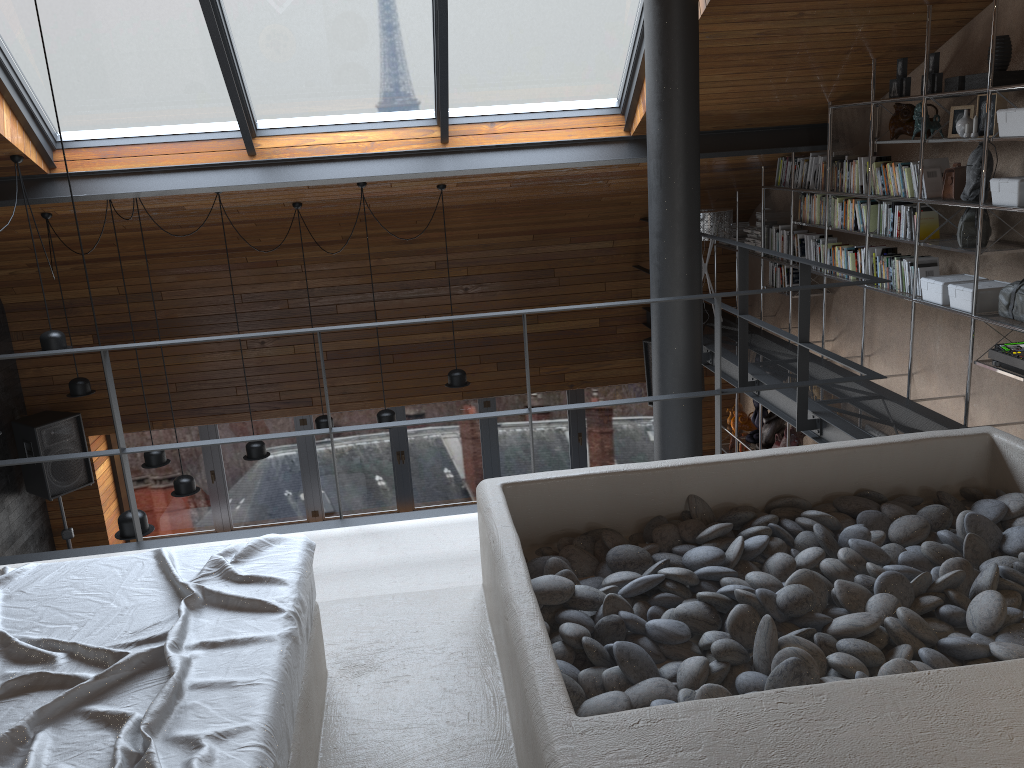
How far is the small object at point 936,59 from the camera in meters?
5.1 m

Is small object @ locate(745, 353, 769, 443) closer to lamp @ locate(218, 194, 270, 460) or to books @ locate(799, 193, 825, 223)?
books @ locate(799, 193, 825, 223)

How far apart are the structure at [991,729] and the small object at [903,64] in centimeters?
307cm

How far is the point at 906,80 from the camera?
5.3m

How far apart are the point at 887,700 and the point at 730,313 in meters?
7.6

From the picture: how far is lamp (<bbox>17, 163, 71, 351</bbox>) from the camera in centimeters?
Result: 575cm

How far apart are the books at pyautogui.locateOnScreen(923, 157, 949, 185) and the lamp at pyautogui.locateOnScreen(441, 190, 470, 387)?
3.69m

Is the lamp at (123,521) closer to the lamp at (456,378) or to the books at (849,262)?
the lamp at (456,378)

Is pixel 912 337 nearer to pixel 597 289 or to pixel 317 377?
pixel 597 289

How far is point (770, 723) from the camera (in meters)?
1.64
